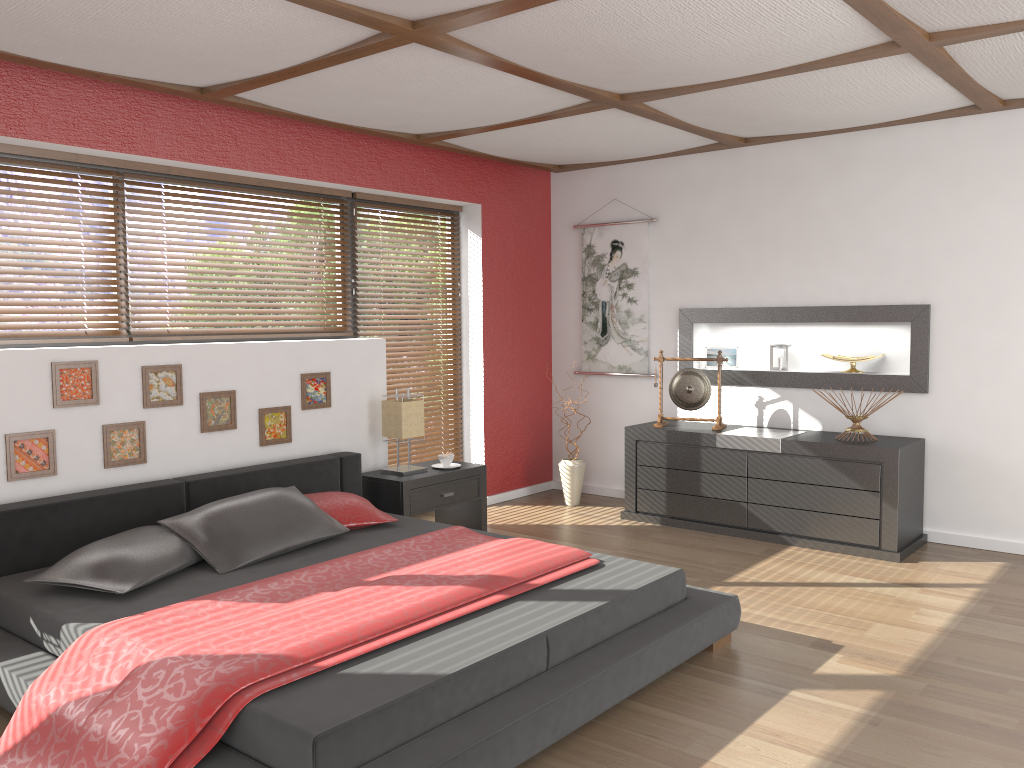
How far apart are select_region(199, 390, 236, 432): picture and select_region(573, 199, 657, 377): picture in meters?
2.9 m

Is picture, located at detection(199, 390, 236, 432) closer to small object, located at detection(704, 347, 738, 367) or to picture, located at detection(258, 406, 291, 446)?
picture, located at detection(258, 406, 291, 446)

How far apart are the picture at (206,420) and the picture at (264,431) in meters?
0.2 m

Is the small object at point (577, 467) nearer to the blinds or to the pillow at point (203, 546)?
the blinds

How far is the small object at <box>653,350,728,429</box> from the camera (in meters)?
5.65

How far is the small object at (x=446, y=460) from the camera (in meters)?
5.30

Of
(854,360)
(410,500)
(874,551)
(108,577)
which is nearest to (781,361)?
(854,360)

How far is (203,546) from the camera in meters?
3.6

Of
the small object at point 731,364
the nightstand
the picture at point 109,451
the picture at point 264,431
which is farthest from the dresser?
the picture at point 109,451

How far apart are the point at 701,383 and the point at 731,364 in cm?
46
